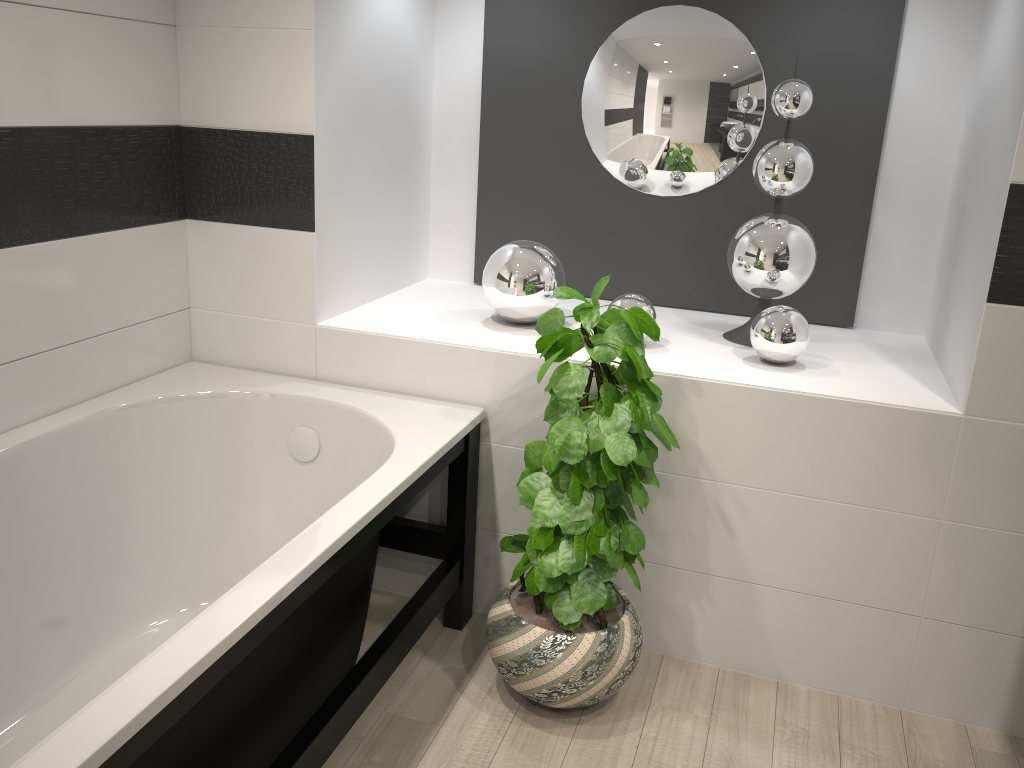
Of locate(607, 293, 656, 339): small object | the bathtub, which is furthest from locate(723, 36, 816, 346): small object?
the bathtub

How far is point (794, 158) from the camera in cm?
253

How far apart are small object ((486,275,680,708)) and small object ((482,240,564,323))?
0.39m

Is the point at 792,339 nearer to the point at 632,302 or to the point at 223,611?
the point at 632,302

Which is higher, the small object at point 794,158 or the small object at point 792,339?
the small object at point 794,158

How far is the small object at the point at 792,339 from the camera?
2.4m

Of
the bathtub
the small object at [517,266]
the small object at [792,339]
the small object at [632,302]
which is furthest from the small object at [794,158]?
the bathtub

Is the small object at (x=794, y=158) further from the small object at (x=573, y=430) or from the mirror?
the small object at (x=573, y=430)

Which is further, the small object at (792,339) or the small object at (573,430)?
the small object at (792,339)

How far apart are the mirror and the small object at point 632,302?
0.58m
